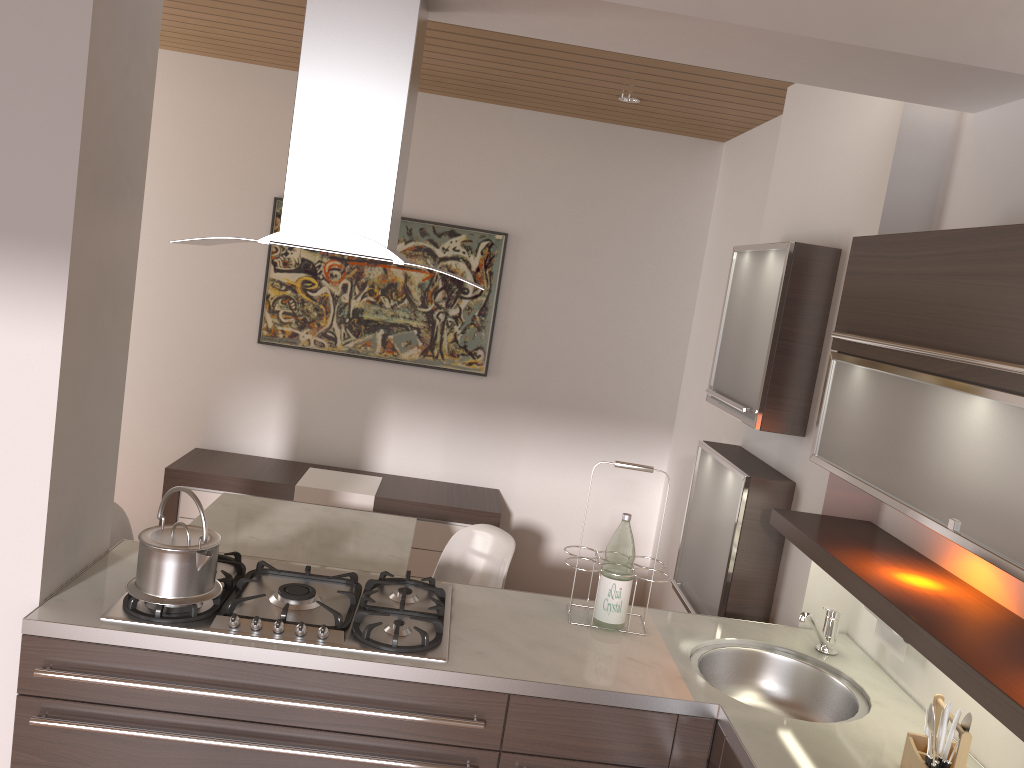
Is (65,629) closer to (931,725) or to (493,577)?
(493,577)

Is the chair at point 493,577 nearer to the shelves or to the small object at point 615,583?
the small object at point 615,583

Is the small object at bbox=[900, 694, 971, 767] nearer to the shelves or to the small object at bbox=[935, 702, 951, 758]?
the small object at bbox=[935, 702, 951, 758]

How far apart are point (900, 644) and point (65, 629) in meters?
2.0

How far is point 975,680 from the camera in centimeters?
156cm

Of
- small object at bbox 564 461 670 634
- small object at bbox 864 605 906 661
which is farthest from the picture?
small object at bbox 864 605 906 661

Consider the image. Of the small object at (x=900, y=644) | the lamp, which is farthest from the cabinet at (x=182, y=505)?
the small object at (x=900, y=644)

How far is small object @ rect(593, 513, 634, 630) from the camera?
2.4m

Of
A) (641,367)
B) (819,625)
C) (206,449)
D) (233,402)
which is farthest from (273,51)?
(819,625)

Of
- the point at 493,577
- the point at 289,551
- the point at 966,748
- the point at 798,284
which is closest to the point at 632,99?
the point at 798,284
